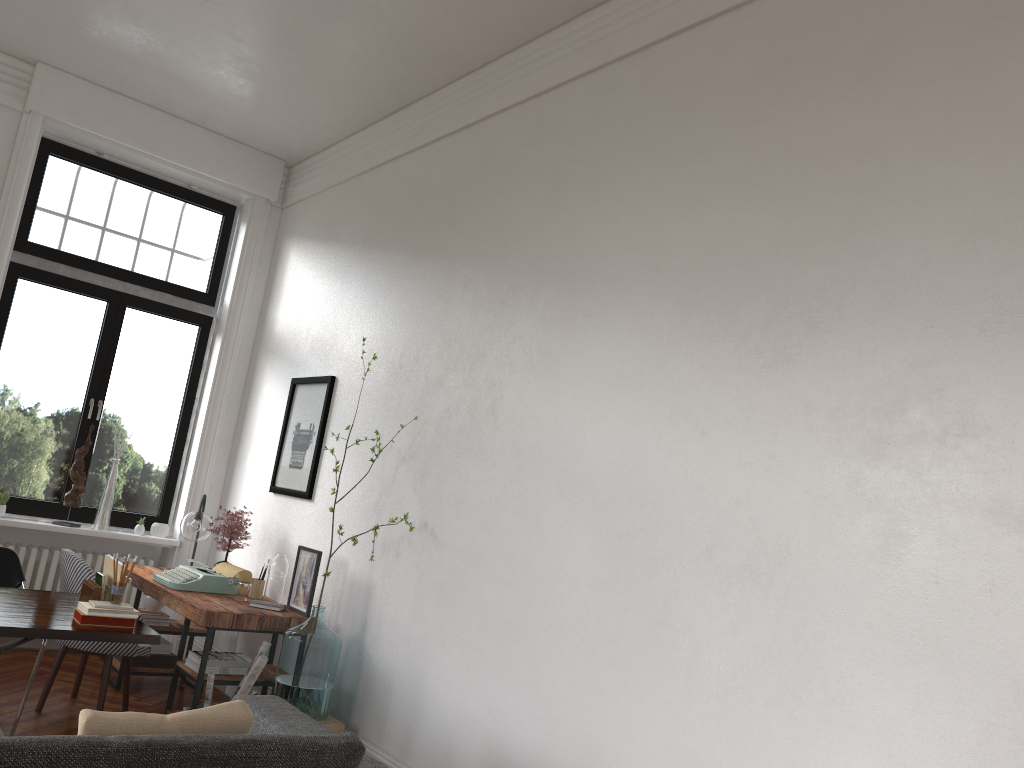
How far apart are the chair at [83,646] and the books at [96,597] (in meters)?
0.93

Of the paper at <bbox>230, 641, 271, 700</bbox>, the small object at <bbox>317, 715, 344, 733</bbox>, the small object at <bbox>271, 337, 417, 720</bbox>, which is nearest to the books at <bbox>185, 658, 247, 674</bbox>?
the paper at <bbox>230, 641, 271, 700</bbox>

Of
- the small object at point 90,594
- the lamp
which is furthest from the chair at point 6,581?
the lamp

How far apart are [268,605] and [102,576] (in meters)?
1.16

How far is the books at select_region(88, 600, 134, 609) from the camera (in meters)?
3.71

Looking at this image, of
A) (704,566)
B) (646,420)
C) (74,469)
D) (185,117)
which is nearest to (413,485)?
(646,420)

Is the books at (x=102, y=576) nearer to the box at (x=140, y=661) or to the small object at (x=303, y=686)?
the small object at (x=303, y=686)

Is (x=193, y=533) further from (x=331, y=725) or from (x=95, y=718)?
(x=95, y=718)

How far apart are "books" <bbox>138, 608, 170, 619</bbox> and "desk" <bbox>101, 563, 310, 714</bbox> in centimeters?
9cm

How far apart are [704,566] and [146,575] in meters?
3.9 m
